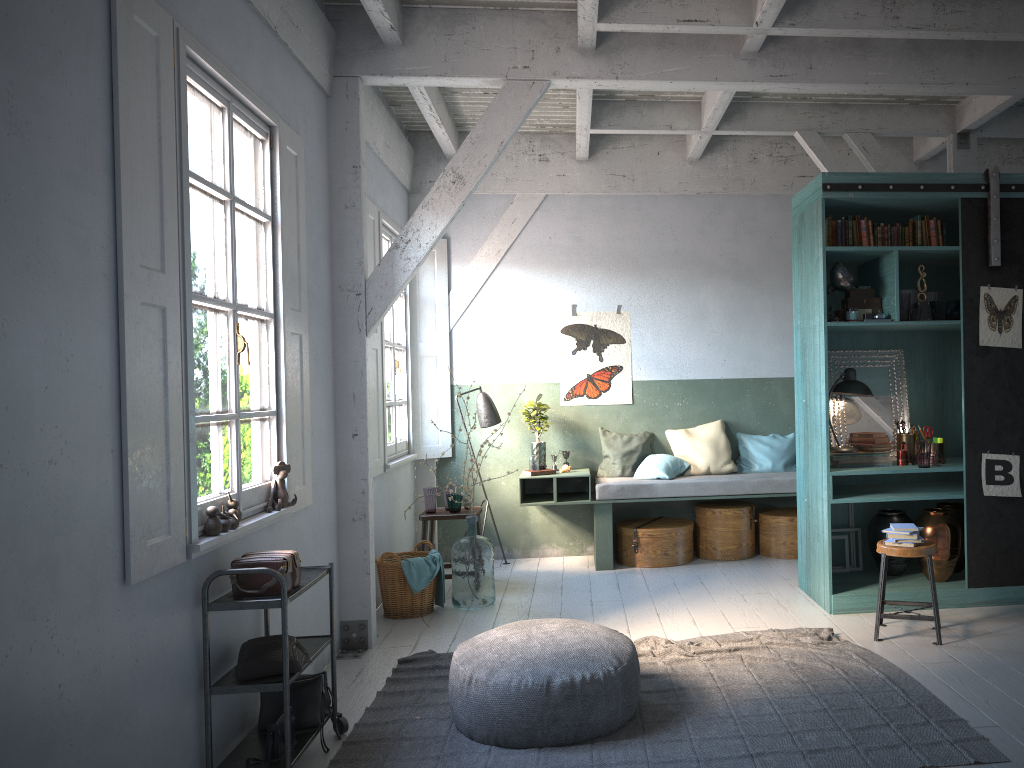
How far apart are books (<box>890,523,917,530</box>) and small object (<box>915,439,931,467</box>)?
0.85m

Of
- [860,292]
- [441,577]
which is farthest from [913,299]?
[441,577]

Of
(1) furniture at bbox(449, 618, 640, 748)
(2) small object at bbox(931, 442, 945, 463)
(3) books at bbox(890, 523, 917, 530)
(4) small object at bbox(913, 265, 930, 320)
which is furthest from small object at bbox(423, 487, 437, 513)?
(4) small object at bbox(913, 265, 930, 320)

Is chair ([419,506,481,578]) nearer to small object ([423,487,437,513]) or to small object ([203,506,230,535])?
small object ([423,487,437,513])

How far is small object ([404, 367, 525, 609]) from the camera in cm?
716

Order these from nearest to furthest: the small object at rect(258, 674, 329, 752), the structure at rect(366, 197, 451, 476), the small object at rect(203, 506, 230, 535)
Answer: the small object at rect(203, 506, 230, 535), the small object at rect(258, 674, 329, 752), the structure at rect(366, 197, 451, 476)

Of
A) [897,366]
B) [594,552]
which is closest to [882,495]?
[897,366]

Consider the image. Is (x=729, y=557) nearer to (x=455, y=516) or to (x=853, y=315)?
(x=455, y=516)

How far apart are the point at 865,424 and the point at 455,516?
3.5m

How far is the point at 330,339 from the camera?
6.22m
